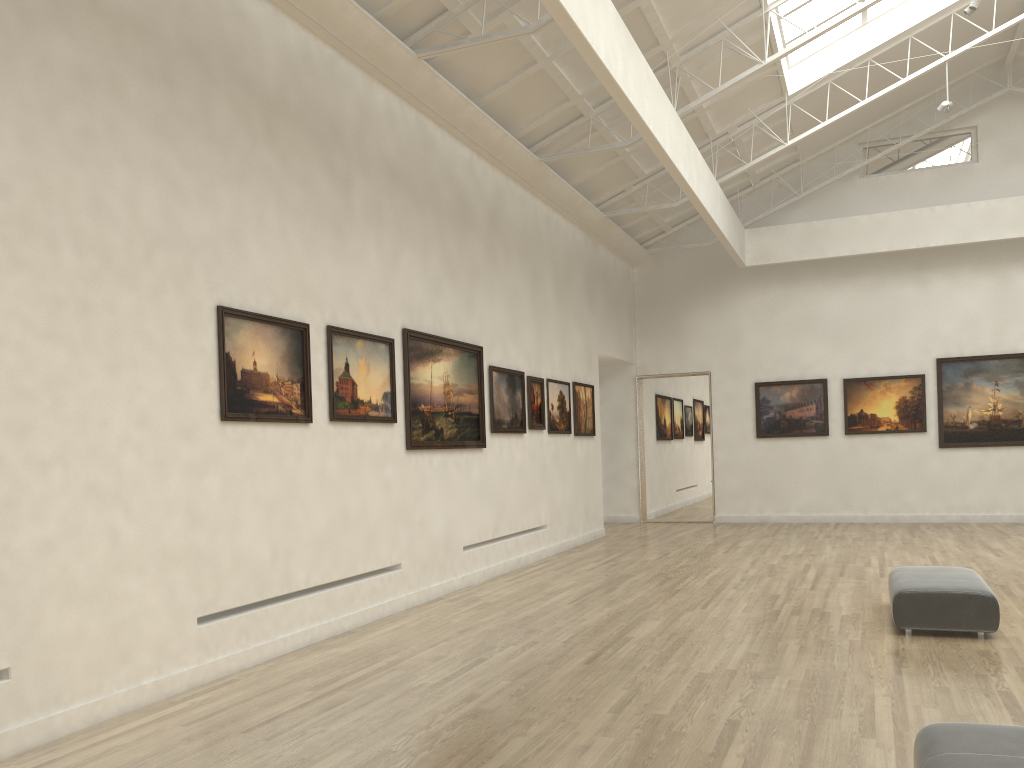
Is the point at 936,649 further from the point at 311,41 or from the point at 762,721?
the point at 311,41

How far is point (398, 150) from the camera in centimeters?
1724cm
